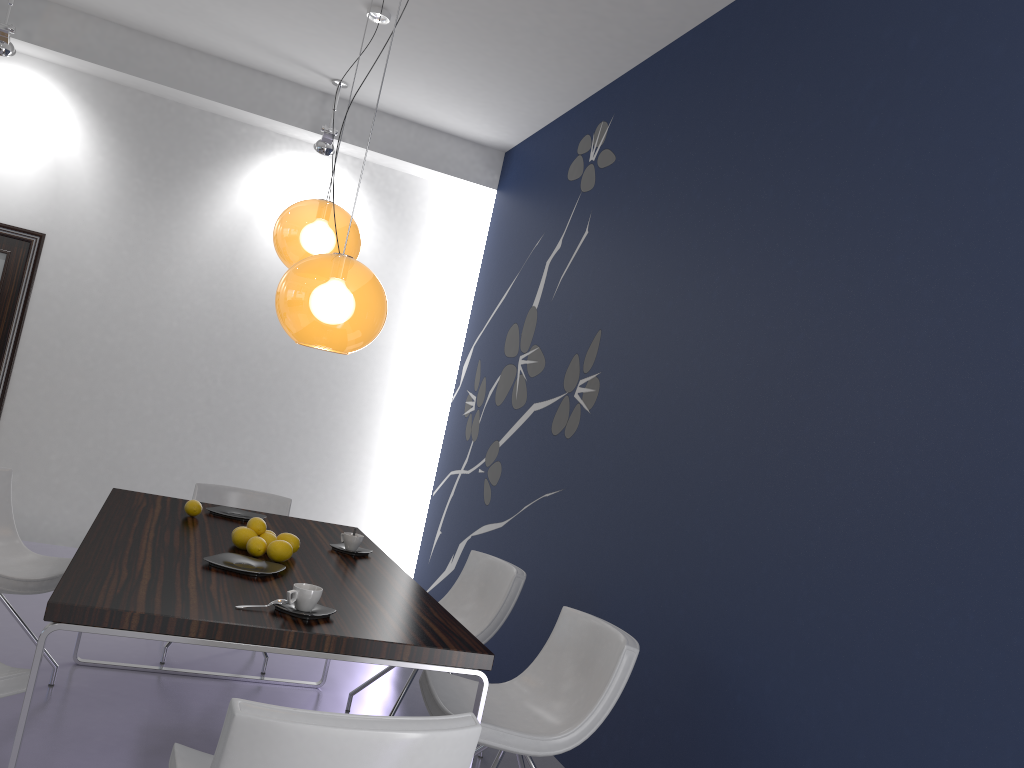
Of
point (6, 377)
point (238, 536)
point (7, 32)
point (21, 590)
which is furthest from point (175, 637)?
point (7, 32)

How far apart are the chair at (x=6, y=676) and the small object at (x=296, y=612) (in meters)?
0.66

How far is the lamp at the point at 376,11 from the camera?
4.8 meters

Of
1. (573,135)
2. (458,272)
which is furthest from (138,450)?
(573,135)

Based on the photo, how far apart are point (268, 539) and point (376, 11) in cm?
305

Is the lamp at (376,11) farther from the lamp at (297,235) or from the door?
the door

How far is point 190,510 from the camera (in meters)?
3.61

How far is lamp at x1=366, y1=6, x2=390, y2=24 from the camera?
4.8 meters

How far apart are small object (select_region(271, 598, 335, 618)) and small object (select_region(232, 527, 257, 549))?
0.76m

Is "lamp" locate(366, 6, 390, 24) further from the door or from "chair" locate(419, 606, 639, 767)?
"chair" locate(419, 606, 639, 767)
